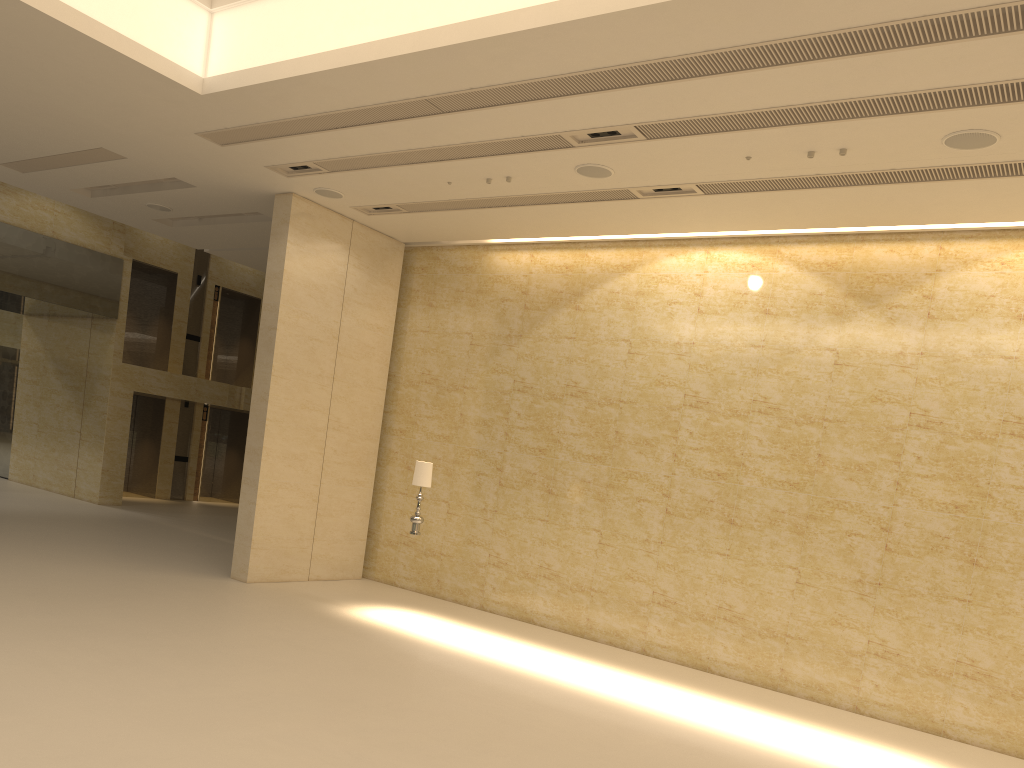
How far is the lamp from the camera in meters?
11.9

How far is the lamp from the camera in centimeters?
1190cm

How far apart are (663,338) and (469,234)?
3.72m

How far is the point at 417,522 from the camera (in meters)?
11.90

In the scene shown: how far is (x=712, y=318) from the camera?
12.6m
